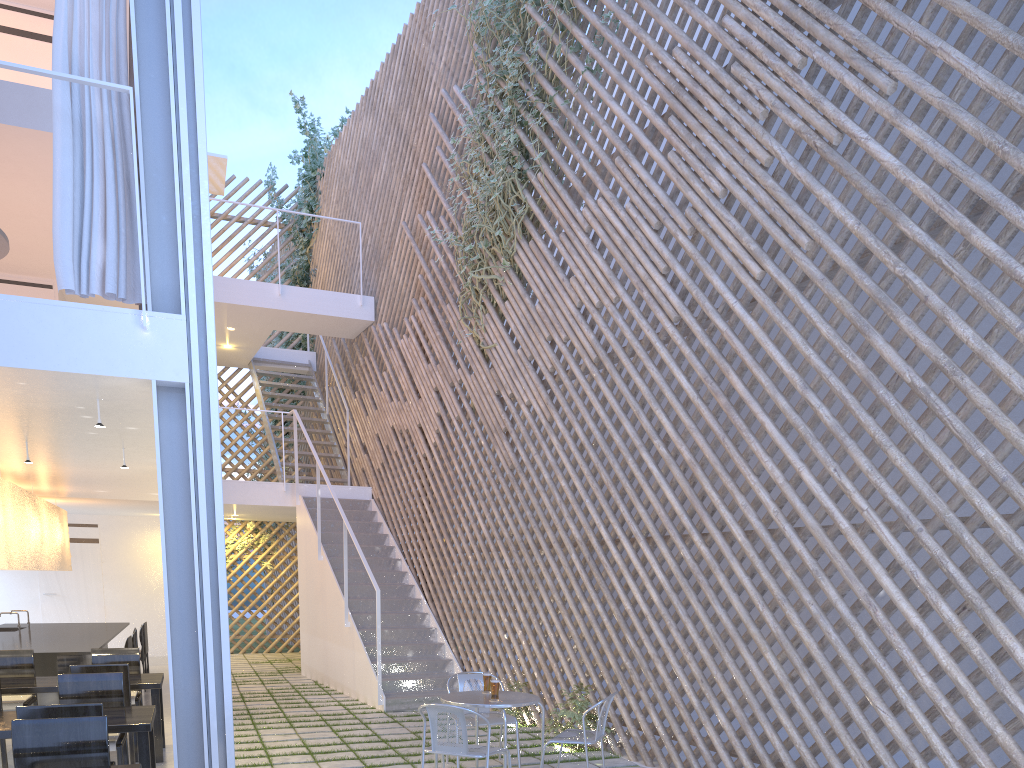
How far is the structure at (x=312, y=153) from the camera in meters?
8.1 m

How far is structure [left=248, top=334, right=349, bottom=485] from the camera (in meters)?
6.75

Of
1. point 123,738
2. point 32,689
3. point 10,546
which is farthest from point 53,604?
point 123,738

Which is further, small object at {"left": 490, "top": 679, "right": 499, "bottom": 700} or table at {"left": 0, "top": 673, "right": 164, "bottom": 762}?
table at {"left": 0, "top": 673, "right": 164, "bottom": 762}

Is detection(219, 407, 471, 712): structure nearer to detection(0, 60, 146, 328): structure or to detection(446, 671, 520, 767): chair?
detection(446, 671, 520, 767): chair

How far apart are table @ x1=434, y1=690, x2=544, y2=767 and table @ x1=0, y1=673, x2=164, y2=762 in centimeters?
114cm

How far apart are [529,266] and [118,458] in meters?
2.2

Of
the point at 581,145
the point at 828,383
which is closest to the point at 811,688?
the point at 828,383

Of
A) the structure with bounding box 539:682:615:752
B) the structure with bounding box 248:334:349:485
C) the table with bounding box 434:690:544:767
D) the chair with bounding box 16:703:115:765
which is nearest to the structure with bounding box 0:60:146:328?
the chair with bounding box 16:703:115:765

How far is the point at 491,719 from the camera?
2.96m
